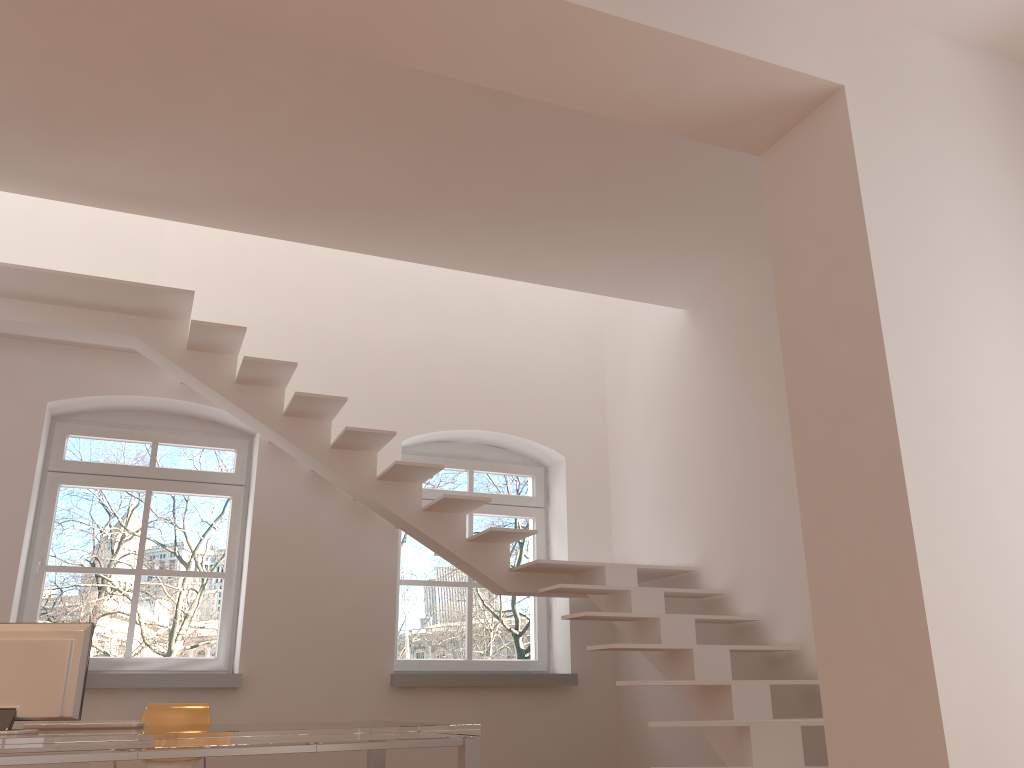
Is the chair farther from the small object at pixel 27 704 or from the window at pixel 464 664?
the window at pixel 464 664

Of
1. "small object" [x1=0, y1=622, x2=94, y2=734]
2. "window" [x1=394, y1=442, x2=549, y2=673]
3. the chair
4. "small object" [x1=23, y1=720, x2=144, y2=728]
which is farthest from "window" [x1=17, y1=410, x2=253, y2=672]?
"small object" [x1=0, y1=622, x2=94, y2=734]

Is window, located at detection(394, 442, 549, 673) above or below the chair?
above

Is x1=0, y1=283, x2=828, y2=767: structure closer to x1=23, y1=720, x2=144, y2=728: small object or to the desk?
the desk

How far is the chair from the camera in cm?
479

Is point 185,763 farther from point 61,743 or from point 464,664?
point 464,664

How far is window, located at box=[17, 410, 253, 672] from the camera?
5.6m

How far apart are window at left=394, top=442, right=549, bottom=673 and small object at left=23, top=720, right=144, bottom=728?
2.5 meters

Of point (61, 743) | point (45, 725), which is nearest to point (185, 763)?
point (45, 725)

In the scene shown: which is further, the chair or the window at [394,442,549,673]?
the window at [394,442,549,673]
